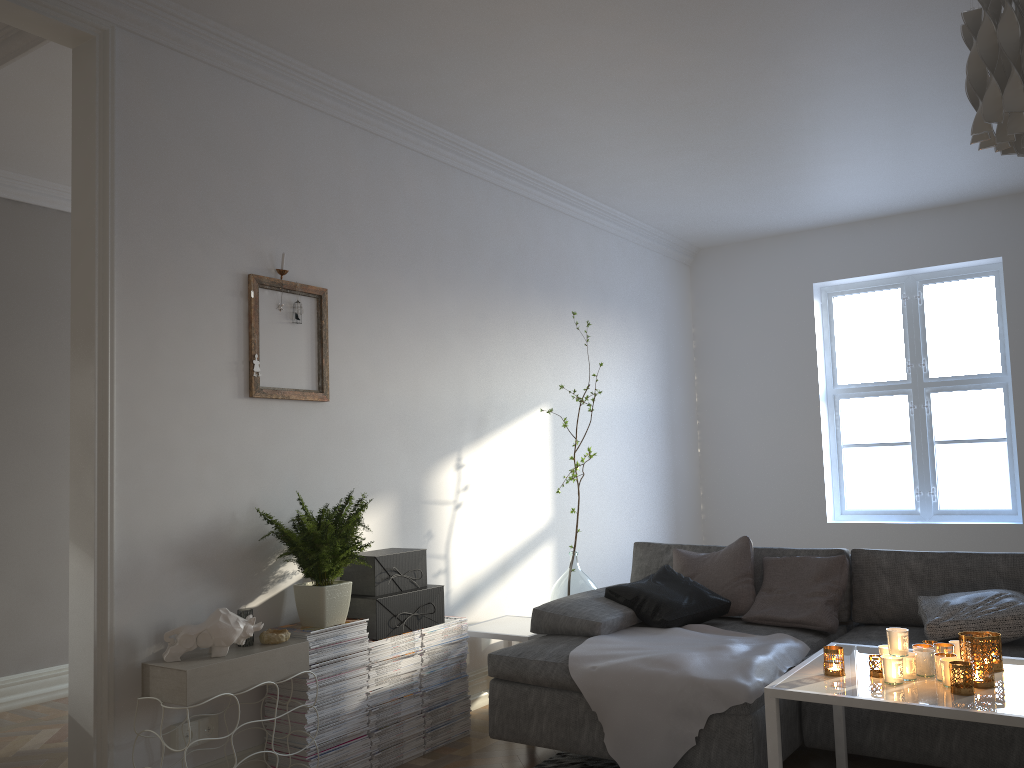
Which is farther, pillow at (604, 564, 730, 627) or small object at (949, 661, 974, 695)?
pillow at (604, 564, 730, 627)

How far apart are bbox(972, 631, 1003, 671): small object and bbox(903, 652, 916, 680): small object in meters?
0.3 m

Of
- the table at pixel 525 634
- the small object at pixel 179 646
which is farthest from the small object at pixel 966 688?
the small object at pixel 179 646

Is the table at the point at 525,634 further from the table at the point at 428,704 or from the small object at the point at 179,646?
the small object at the point at 179,646

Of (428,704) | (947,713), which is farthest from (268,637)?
(947,713)

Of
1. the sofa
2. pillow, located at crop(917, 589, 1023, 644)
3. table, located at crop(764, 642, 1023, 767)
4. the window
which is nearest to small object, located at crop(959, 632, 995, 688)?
table, located at crop(764, 642, 1023, 767)

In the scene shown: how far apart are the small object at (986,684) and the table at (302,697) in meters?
2.0

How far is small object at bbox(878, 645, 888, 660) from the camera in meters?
2.6 m

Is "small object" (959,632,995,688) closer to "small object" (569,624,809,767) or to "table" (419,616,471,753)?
"small object" (569,624,809,767)

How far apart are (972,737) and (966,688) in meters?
0.7 m
